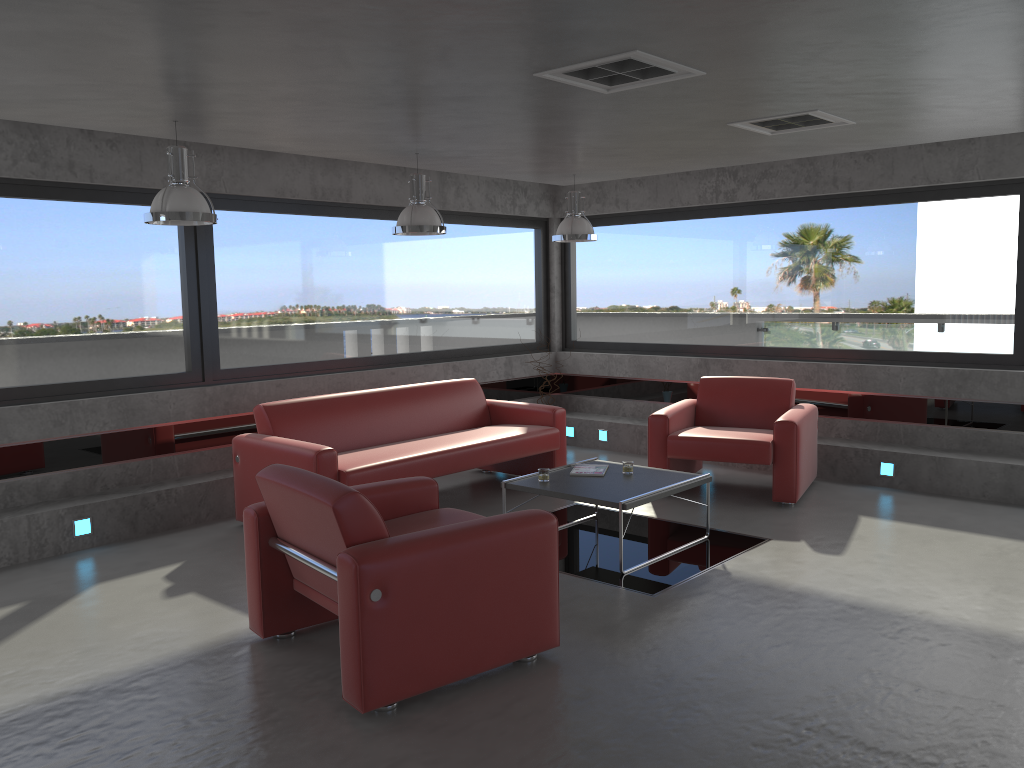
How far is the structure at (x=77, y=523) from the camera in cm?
589

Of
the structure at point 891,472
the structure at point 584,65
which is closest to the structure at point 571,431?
the structure at point 891,472

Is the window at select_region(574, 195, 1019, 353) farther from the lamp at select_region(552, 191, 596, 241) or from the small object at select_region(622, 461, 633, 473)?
the small object at select_region(622, 461, 633, 473)

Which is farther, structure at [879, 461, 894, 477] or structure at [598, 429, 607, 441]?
structure at [598, 429, 607, 441]

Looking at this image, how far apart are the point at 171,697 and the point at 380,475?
2.46m

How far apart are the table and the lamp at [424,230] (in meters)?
1.82

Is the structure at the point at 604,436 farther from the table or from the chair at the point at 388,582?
the chair at the point at 388,582

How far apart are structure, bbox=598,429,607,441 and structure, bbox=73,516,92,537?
5.00m

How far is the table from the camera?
5.3 meters

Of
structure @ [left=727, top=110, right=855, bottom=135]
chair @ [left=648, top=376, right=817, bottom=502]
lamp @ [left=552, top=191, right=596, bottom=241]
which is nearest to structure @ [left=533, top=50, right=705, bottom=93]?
structure @ [left=727, top=110, right=855, bottom=135]
